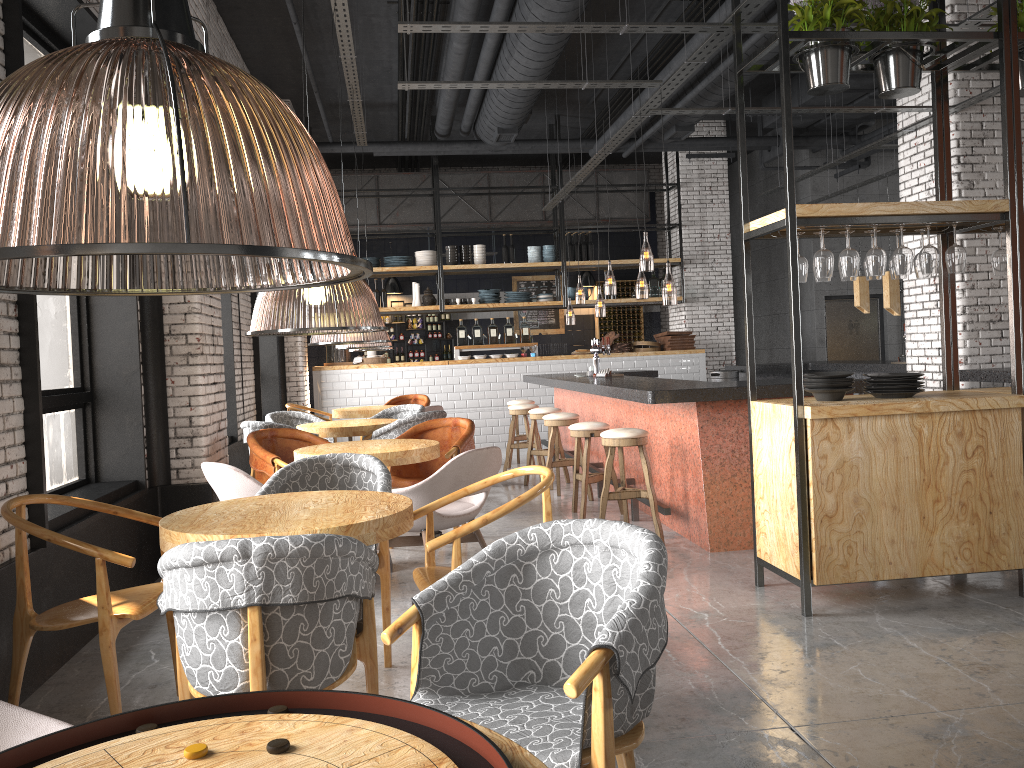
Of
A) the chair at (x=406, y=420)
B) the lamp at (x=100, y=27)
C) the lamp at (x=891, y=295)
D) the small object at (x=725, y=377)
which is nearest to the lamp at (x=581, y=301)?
the lamp at (x=100, y=27)

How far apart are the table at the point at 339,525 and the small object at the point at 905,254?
2.81m

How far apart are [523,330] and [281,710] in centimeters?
1213cm

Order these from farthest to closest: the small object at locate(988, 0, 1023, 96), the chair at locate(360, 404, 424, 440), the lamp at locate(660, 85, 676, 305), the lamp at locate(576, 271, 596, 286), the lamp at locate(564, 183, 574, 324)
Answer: the lamp at locate(564, 183, 574, 324), the lamp at locate(576, 271, 596, 286), the lamp at locate(660, 85, 676, 305), the chair at locate(360, 404, 424, 440), the small object at locate(988, 0, 1023, 96)

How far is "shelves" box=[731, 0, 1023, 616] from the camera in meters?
4.4

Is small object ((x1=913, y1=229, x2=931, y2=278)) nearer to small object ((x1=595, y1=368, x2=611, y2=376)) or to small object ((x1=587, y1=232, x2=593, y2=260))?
small object ((x1=595, y1=368, x2=611, y2=376))

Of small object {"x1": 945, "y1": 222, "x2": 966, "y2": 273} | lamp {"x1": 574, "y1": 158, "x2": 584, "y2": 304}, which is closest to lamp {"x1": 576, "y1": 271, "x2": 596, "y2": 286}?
lamp {"x1": 574, "y1": 158, "x2": 584, "y2": 304}

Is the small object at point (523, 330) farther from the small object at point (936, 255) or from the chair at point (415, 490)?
the small object at point (936, 255)

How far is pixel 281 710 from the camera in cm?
138

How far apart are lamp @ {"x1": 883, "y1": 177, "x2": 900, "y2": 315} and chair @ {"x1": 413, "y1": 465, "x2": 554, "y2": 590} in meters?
7.7
